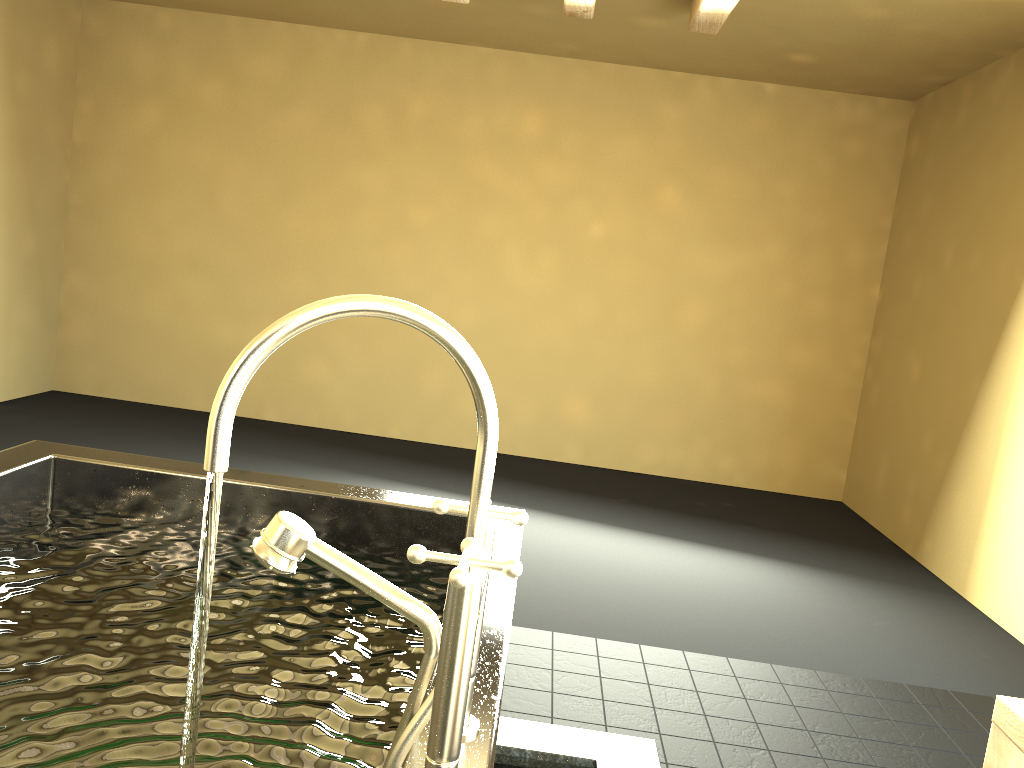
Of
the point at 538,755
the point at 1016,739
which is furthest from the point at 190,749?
the point at 1016,739

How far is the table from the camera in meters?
2.0 m

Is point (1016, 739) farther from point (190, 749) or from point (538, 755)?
point (190, 749)

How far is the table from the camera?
2.02m

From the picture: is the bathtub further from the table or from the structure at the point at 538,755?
the table

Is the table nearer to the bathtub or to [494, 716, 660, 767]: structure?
[494, 716, 660, 767]: structure

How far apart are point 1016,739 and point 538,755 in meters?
1.1

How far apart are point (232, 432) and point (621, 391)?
2.6m

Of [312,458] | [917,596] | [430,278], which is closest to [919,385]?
[917,596]

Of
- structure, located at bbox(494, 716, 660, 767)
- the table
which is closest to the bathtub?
structure, located at bbox(494, 716, 660, 767)
